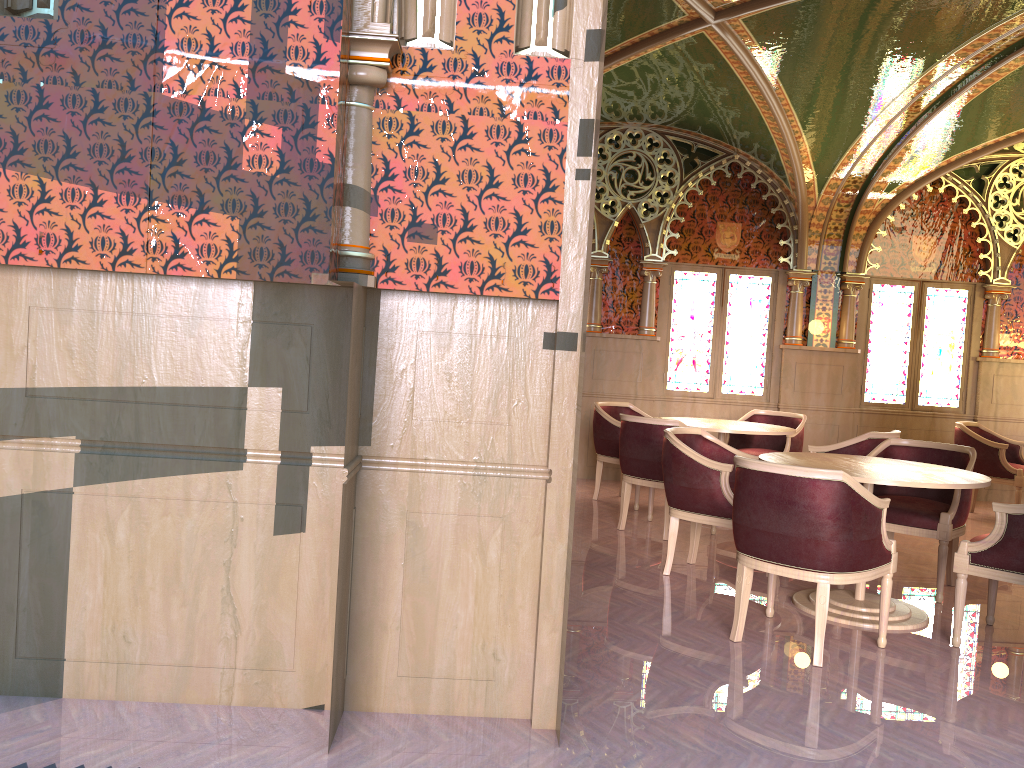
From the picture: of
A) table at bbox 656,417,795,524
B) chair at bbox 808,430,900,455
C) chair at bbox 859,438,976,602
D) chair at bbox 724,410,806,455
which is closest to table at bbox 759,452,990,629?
chair at bbox 859,438,976,602

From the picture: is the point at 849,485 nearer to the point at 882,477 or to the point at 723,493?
the point at 882,477

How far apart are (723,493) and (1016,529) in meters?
1.5 m

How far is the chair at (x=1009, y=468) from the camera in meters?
7.8

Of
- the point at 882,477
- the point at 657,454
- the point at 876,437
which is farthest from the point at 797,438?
the point at 882,477

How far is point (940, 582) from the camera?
5.0 meters

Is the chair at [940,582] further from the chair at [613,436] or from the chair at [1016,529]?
the chair at [613,436]

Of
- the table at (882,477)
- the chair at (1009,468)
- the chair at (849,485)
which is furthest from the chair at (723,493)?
the chair at (1009,468)

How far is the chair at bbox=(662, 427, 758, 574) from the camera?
4.97m

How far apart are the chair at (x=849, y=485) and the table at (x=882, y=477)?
0.2m
